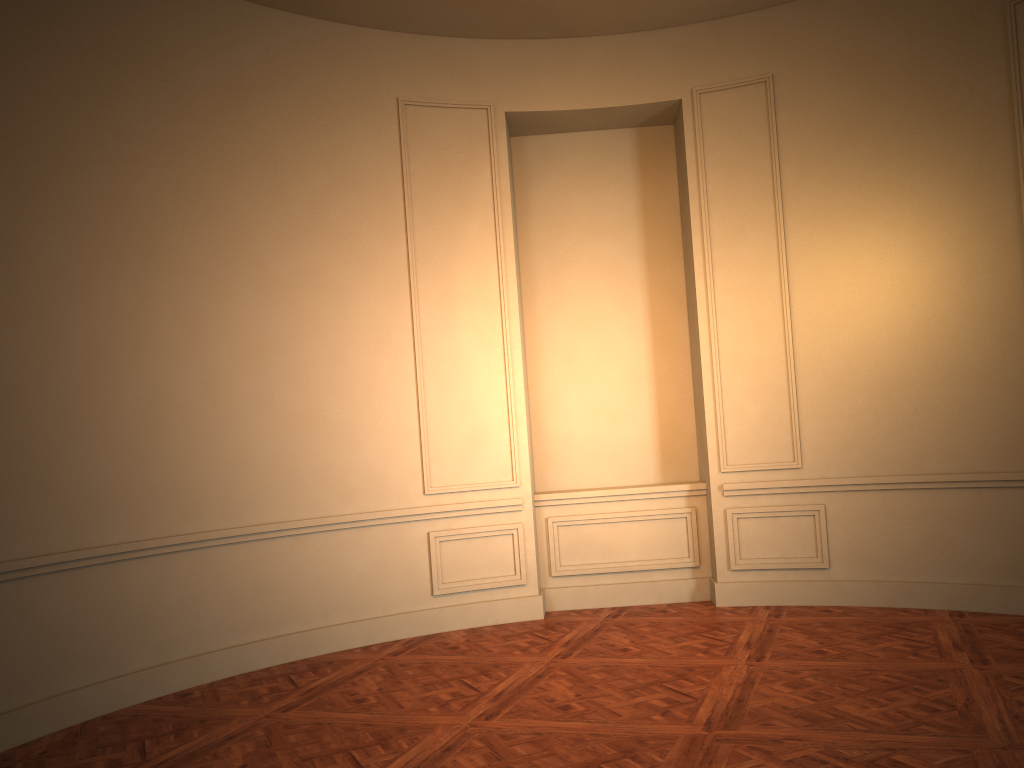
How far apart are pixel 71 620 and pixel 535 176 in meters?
4.5 m
